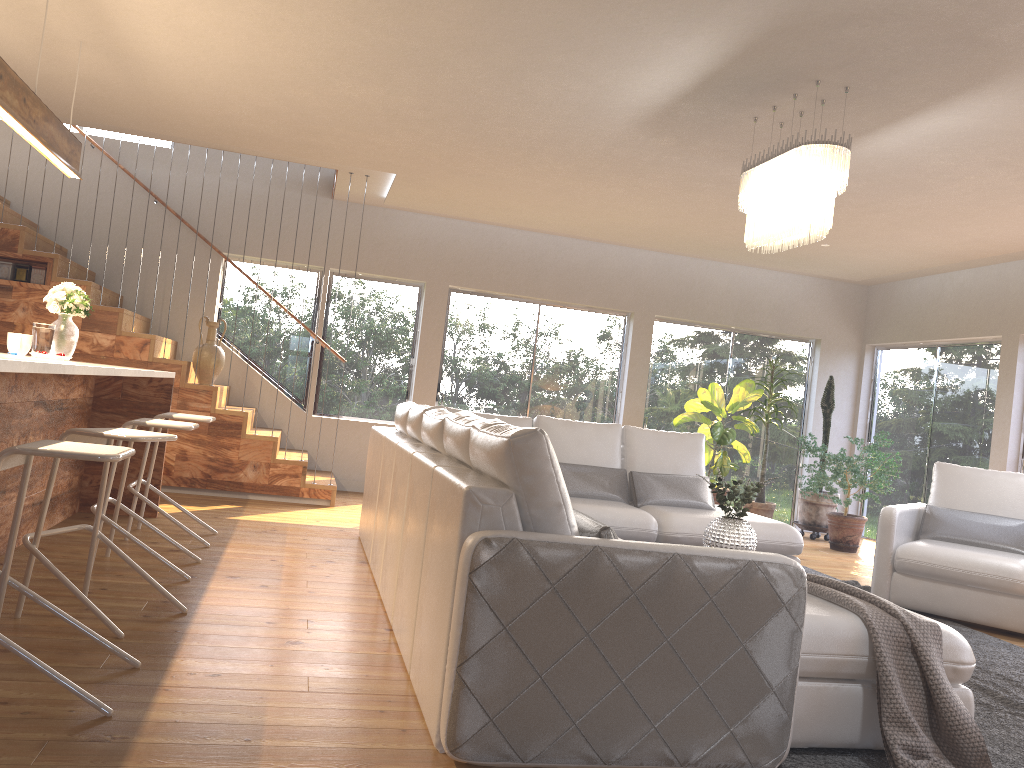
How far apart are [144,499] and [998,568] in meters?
4.9 m

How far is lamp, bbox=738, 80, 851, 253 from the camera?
4.2 meters

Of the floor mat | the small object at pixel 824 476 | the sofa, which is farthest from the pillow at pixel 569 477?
the small object at pixel 824 476

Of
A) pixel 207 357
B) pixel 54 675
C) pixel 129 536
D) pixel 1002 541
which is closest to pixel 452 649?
pixel 54 675

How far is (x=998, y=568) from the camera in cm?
516

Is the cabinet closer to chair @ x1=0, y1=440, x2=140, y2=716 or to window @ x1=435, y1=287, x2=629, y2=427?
chair @ x1=0, y1=440, x2=140, y2=716

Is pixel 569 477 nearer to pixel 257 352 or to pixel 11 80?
pixel 11 80

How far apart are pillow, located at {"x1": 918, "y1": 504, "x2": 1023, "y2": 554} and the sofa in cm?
90

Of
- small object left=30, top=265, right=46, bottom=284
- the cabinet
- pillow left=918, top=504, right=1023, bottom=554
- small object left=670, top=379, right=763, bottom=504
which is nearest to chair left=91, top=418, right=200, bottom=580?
the cabinet

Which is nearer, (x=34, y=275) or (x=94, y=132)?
(x=34, y=275)
